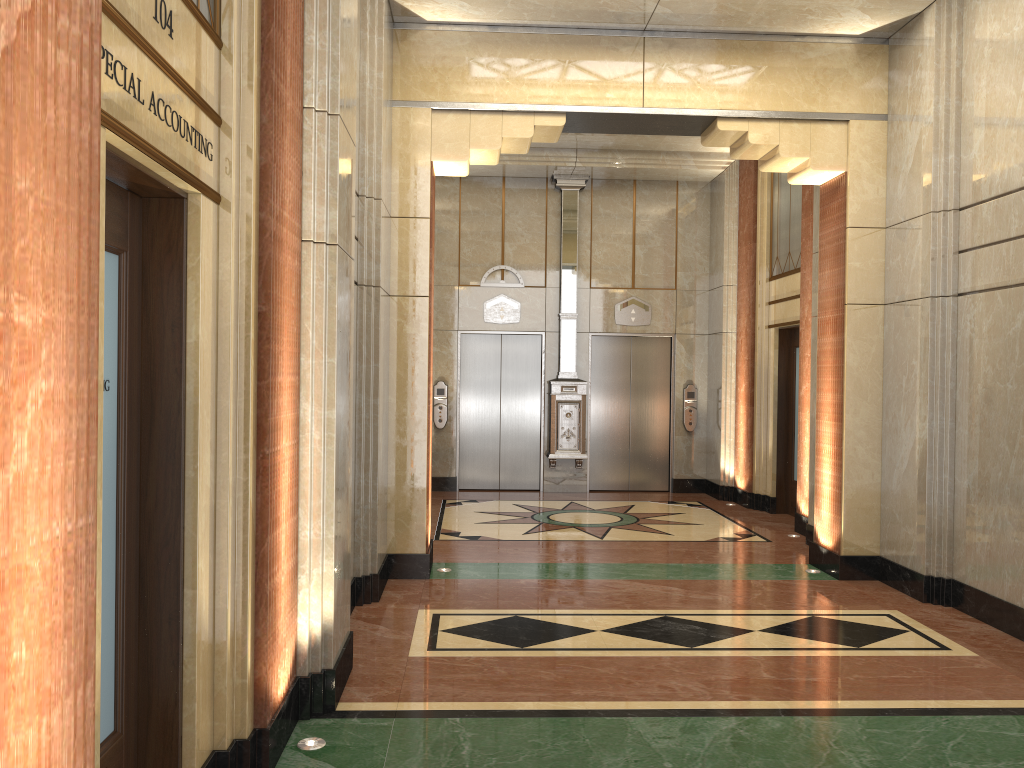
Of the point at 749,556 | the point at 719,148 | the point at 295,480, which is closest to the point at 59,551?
the point at 295,480
